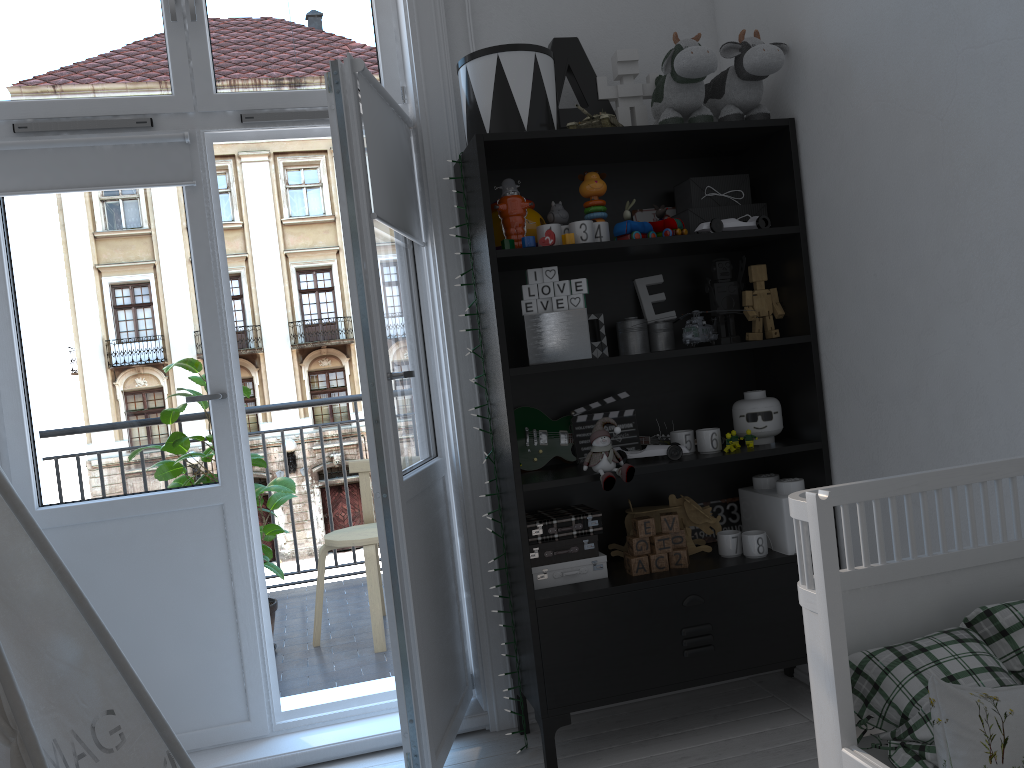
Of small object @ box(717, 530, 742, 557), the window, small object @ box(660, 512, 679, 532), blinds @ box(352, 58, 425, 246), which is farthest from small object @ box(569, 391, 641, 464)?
the window

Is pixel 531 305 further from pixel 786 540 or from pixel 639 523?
pixel 786 540

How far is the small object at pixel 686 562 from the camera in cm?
246

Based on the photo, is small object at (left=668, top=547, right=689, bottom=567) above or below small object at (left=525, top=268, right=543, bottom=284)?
below

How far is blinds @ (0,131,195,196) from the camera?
2.5 meters

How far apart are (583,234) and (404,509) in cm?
87

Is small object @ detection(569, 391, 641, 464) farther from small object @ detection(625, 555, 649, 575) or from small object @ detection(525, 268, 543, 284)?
small object @ detection(525, 268, 543, 284)

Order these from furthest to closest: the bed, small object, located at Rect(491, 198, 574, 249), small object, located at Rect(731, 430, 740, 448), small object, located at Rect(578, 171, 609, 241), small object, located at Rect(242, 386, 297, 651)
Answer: small object, located at Rect(242, 386, 297, 651), small object, located at Rect(731, 430, 740, 448), small object, located at Rect(578, 171, 609, 241), small object, located at Rect(491, 198, 574, 249), the bed

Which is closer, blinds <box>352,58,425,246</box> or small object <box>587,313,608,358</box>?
blinds <box>352,58,425,246</box>

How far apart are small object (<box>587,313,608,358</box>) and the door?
0.5 meters
